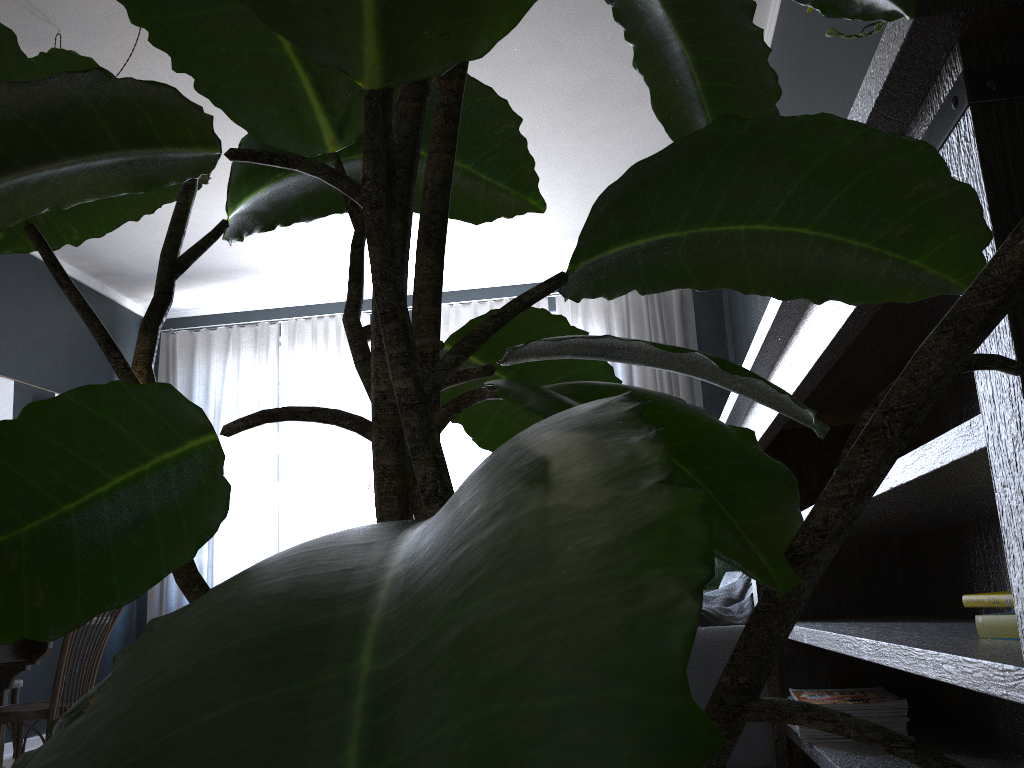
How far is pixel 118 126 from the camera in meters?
0.4 m

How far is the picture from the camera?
5.01m

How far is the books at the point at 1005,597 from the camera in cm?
114

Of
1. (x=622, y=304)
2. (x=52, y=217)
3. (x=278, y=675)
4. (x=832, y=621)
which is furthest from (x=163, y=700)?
(x=622, y=304)

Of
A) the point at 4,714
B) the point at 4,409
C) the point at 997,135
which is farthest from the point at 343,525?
the point at 997,135

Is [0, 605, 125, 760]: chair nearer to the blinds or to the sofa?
the sofa

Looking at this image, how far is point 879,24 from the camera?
1.16m

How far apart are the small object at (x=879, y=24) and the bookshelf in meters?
0.4 m

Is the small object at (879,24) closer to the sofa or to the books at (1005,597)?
the books at (1005,597)

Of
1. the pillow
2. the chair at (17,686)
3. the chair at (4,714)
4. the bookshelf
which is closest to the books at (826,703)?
the bookshelf
